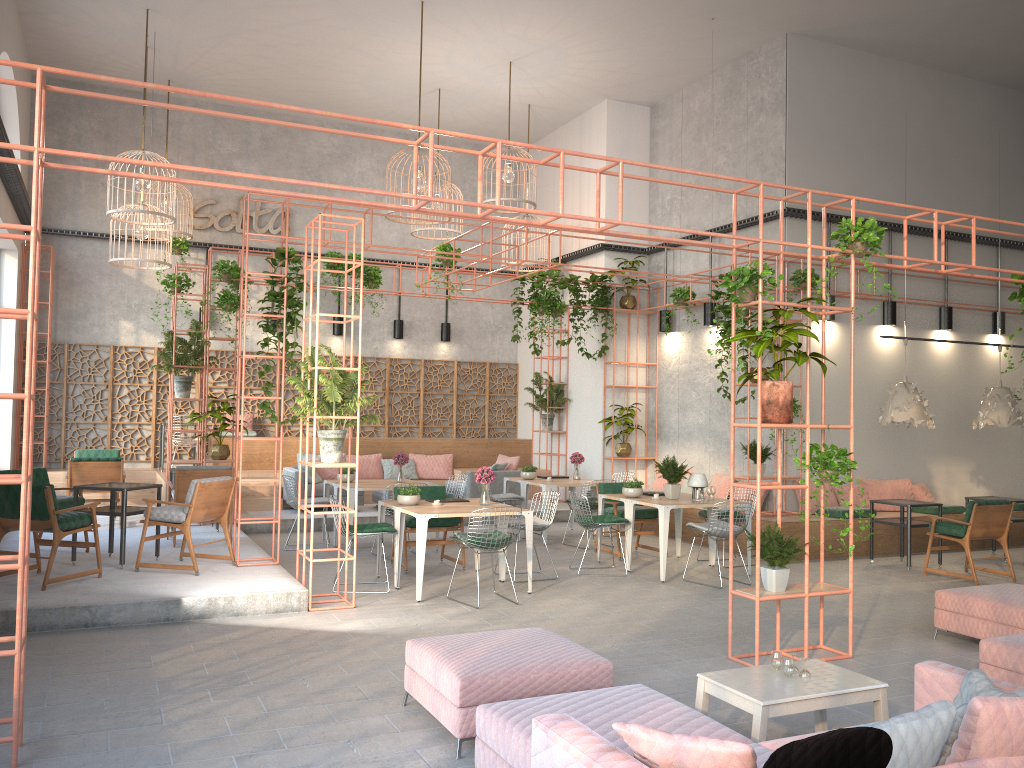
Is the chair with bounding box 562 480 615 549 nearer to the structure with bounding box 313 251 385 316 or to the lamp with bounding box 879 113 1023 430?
the lamp with bounding box 879 113 1023 430

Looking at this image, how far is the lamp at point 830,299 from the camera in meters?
12.6

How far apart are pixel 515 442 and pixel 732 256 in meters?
11.1

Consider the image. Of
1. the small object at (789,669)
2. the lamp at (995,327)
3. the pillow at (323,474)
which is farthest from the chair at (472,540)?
the lamp at (995,327)

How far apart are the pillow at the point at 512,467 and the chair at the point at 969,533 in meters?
6.7

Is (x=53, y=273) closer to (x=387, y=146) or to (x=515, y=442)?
(x=387, y=146)

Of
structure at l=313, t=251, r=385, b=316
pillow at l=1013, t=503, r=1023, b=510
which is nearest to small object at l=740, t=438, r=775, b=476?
pillow at l=1013, t=503, r=1023, b=510

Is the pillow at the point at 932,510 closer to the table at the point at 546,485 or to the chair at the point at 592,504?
the chair at the point at 592,504

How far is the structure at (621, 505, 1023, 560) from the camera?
11.4 meters

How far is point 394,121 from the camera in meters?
16.8
